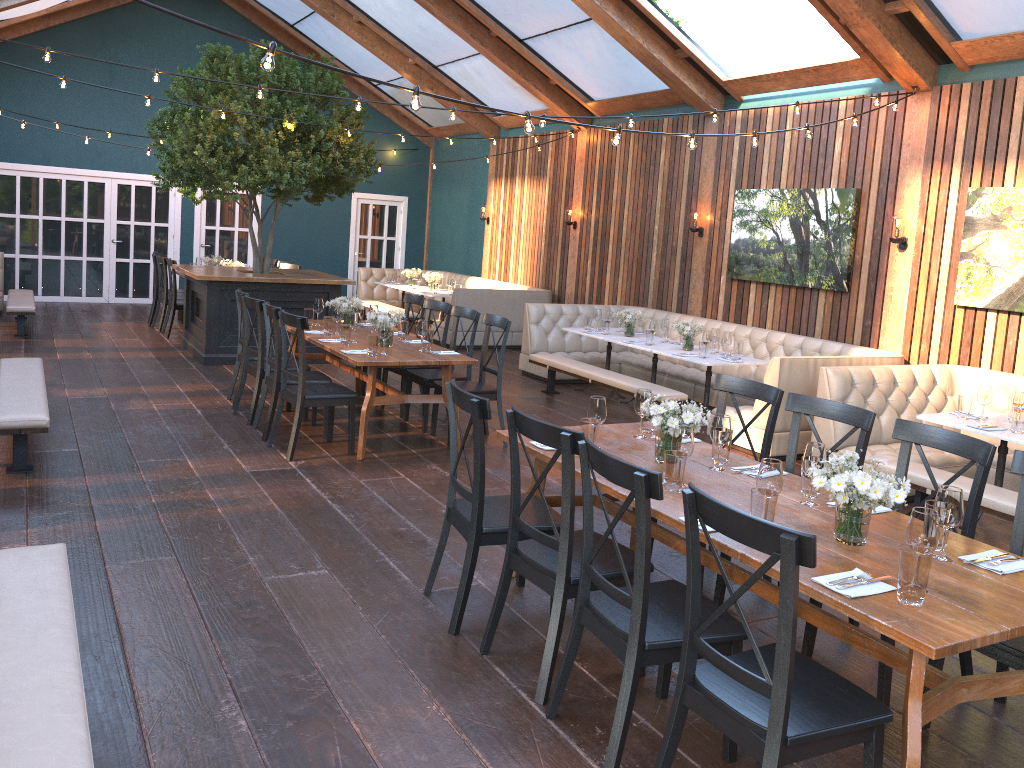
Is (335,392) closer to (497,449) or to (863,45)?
(497,449)

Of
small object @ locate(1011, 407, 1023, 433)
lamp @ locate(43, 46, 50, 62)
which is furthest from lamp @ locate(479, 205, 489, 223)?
small object @ locate(1011, 407, 1023, 433)

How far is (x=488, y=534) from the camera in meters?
3.8

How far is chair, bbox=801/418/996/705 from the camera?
3.5 meters

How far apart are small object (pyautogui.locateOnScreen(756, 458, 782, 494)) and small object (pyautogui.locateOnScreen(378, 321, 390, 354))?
3.87m

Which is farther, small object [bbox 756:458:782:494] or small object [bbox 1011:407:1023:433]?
small object [bbox 1011:407:1023:433]

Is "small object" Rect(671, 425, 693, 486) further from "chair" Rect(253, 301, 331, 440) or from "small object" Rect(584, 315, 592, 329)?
"small object" Rect(584, 315, 592, 329)

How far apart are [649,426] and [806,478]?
1.09m

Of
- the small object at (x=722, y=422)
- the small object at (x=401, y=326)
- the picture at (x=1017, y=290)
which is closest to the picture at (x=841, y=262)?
the picture at (x=1017, y=290)

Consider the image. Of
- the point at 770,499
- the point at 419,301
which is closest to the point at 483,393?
the point at 419,301
